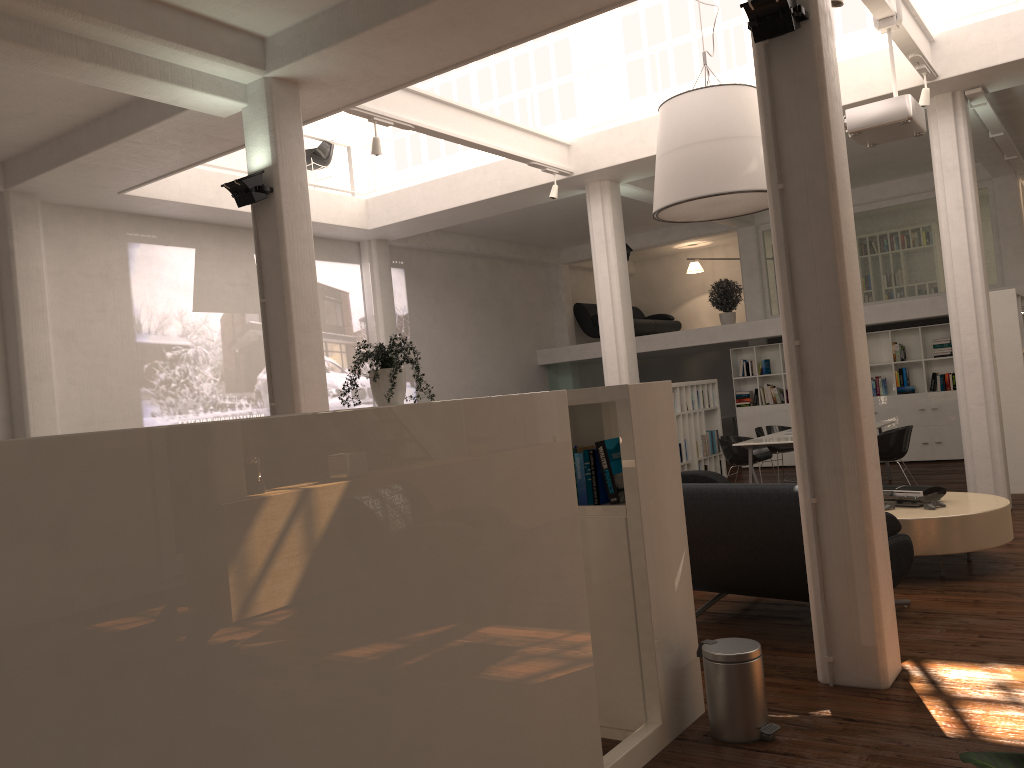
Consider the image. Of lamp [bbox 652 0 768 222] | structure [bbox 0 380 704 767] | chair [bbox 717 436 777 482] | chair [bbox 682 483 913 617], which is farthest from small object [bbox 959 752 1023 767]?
chair [bbox 717 436 777 482]

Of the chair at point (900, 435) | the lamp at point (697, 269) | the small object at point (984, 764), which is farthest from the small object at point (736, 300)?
the small object at point (984, 764)

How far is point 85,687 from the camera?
2.18m

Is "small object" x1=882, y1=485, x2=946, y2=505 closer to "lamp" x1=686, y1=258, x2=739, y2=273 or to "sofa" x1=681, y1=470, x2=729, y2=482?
"sofa" x1=681, y1=470, x2=729, y2=482

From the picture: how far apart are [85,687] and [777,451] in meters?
13.7 m

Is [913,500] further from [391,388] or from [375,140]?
[375,140]

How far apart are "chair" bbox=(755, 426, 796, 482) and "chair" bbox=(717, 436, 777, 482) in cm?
98

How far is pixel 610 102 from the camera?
13.48m

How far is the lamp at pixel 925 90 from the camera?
9.5m

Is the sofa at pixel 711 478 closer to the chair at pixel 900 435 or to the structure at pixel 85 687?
the chair at pixel 900 435
